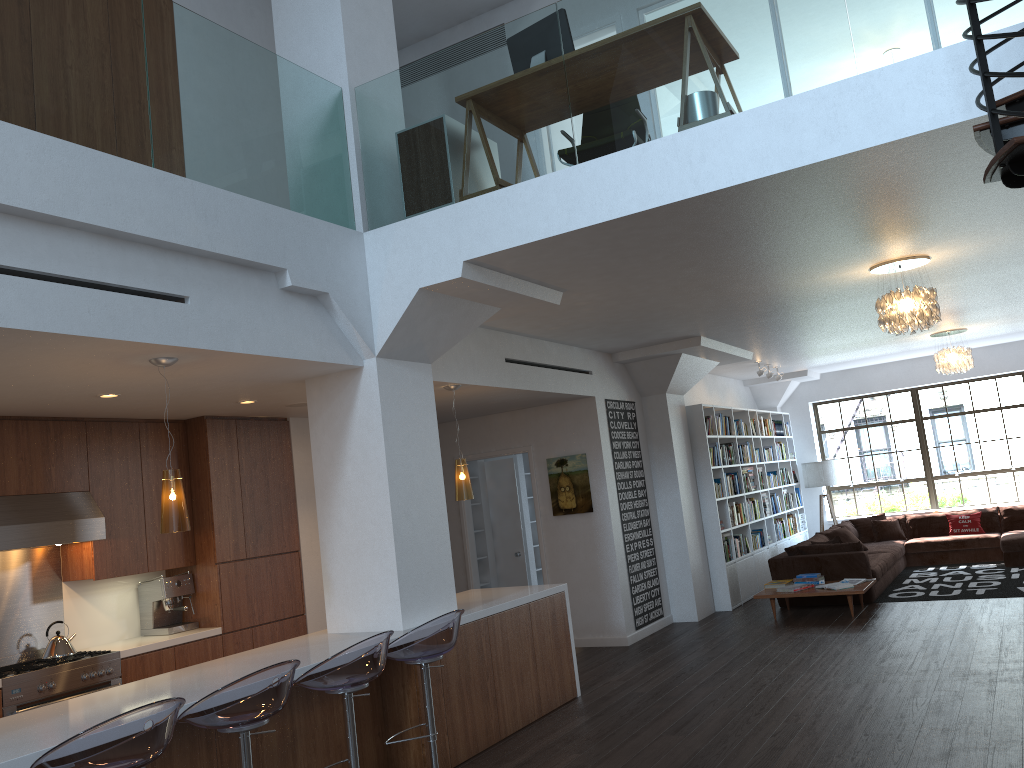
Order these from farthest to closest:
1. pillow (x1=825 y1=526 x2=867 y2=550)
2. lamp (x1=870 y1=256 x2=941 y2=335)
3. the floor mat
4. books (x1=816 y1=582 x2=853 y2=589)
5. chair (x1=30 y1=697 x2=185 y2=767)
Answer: pillow (x1=825 y1=526 x2=867 y2=550)
the floor mat
books (x1=816 y1=582 x2=853 y2=589)
lamp (x1=870 y1=256 x2=941 y2=335)
chair (x1=30 y1=697 x2=185 y2=767)

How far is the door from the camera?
10.4 meters

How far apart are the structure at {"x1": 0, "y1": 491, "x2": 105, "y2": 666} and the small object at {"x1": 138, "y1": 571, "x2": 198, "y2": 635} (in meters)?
0.62

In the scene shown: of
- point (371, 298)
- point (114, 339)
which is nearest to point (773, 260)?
point (371, 298)

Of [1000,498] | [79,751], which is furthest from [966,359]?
[79,751]

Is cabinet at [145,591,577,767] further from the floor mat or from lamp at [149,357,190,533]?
the floor mat

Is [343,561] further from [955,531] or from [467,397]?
[955,531]

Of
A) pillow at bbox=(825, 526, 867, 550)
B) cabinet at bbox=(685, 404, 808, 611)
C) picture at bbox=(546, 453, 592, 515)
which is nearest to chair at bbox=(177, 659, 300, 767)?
picture at bbox=(546, 453, 592, 515)

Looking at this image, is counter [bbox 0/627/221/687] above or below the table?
above

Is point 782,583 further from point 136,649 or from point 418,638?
A: point 136,649
